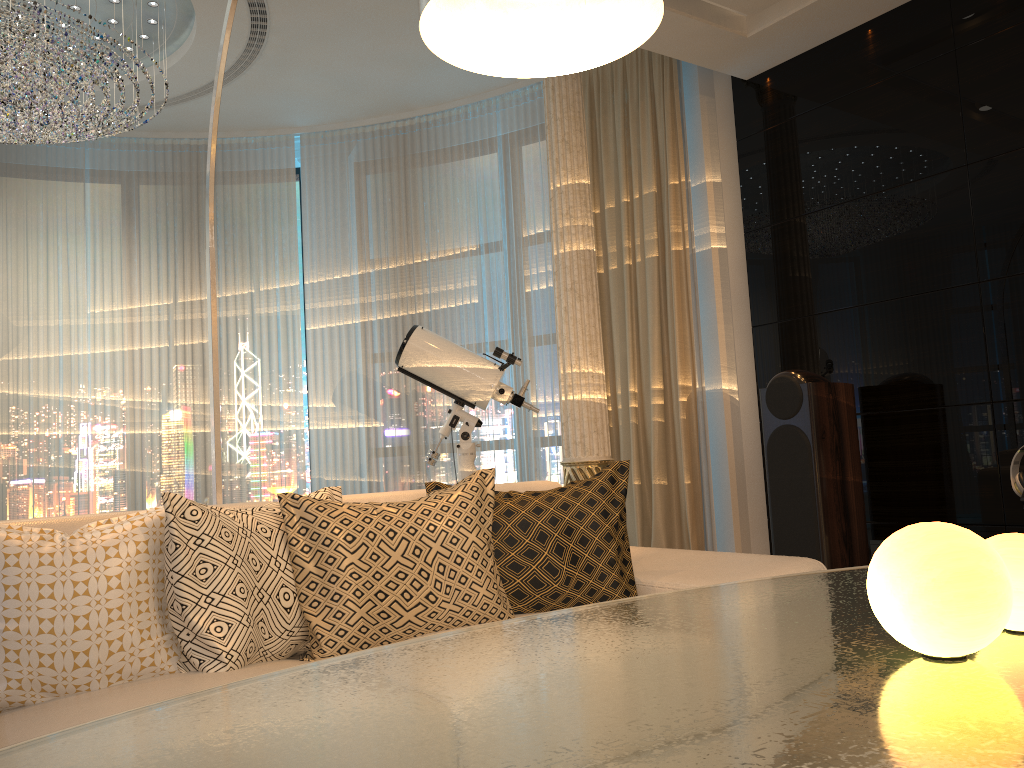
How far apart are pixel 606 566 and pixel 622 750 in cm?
161

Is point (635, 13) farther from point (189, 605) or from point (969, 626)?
point (189, 605)

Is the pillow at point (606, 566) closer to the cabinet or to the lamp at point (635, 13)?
A: the lamp at point (635, 13)

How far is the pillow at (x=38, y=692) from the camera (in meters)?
1.70

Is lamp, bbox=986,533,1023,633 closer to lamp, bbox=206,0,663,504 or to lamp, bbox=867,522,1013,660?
lamp, bbox=867,522,1013,660

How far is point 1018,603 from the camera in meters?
1.0

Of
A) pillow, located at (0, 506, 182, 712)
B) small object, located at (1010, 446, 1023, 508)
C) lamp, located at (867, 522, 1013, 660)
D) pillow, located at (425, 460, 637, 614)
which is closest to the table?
lamp, located at (867, 522, 1013, 660)

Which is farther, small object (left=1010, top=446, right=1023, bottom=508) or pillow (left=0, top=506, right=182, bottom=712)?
small object (left=1010, top=446, right=1023, bottom=508)

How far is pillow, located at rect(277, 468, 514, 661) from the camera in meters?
2.0 m

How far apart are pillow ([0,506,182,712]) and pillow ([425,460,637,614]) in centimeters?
72cm
